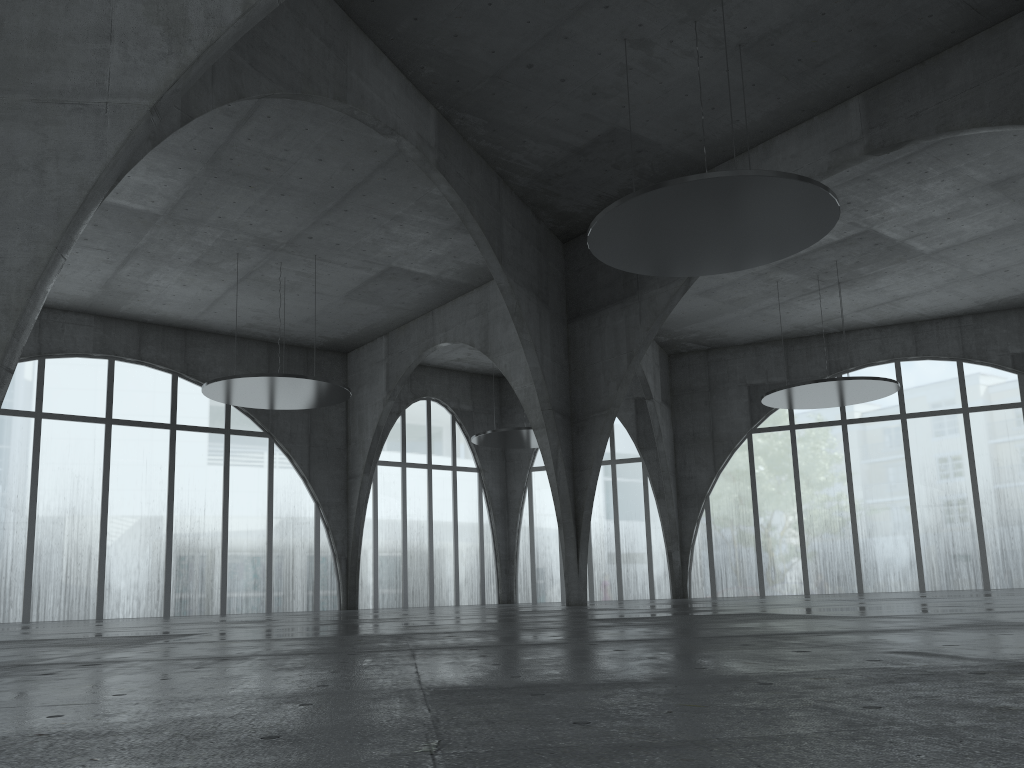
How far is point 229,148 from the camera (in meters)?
48.51
